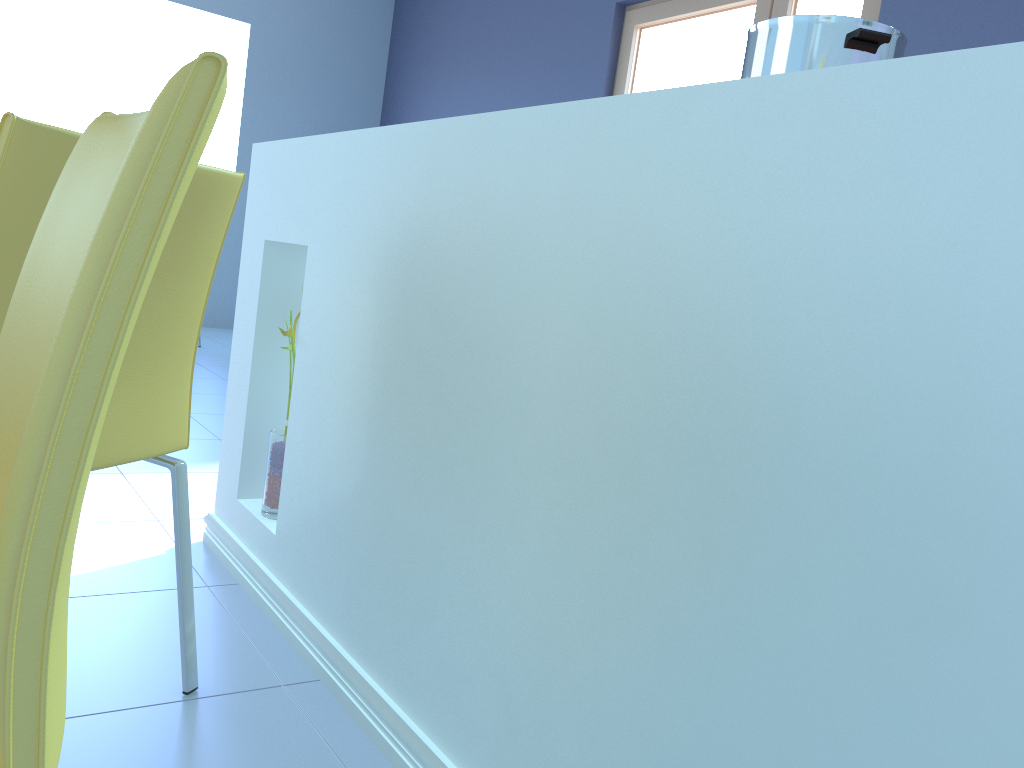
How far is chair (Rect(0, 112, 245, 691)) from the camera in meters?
0.8 m

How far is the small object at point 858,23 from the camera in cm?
83

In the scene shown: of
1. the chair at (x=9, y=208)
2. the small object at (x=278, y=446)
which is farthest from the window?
the chair at (x=9, y=208)

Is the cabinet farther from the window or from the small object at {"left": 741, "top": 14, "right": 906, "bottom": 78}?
the window

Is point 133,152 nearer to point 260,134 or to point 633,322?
point 633,322

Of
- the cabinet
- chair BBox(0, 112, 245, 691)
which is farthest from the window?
chair BBox(0, 112, 245, 691)

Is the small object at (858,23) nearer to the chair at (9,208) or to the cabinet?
the cabinet

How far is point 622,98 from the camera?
0.8 meters

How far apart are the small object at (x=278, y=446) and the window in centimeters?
262cm

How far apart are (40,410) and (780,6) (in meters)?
3.66
